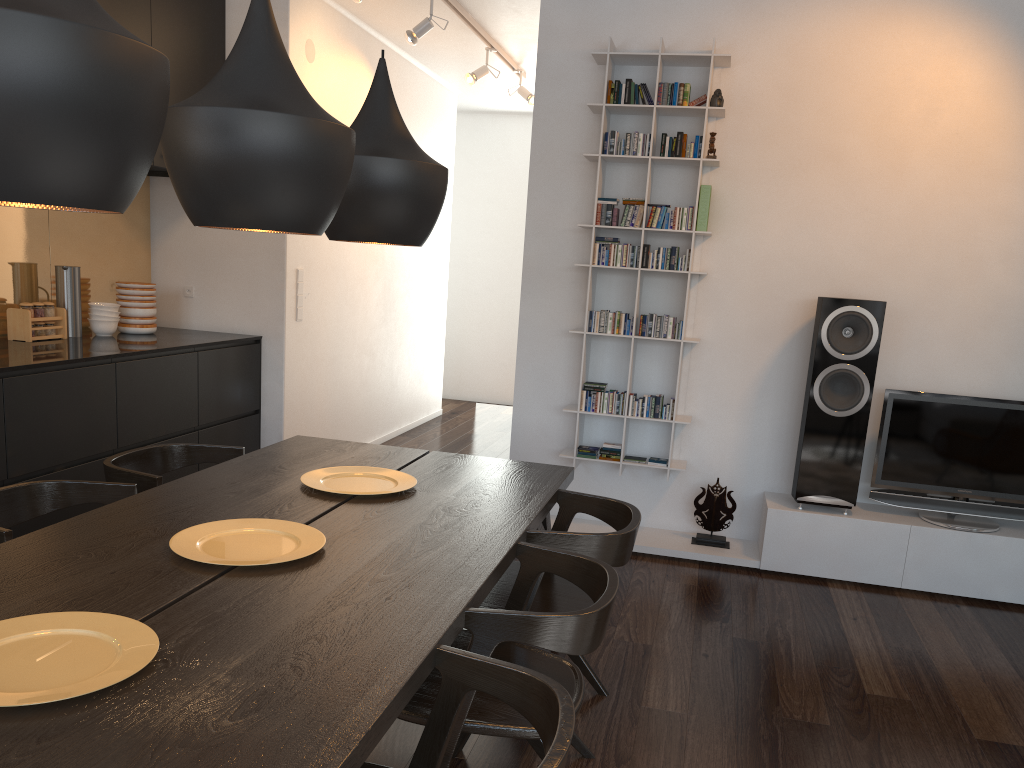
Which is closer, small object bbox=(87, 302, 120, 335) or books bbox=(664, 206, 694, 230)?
books bbox=(664, 206, 694, 230)

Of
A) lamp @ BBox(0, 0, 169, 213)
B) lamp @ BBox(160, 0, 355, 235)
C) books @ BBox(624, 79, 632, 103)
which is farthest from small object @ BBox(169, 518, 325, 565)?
books @ BBox(624, 79, 632, 103)

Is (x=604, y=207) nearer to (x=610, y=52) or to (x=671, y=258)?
(x=671, y=258)

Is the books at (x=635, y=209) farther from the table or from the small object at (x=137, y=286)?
the small object at (x=137, y=286)

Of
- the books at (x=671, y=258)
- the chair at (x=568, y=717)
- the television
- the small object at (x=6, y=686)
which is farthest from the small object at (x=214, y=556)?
the television

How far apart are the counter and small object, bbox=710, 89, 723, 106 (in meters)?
2.82

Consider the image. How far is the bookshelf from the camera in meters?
4.2 m

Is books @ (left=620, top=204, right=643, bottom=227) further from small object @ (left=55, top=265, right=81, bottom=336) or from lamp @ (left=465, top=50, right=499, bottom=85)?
small object @ (left=55, top=265, right=81, bottom=336)

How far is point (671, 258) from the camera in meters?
4.3

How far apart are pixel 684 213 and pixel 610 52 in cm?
84
